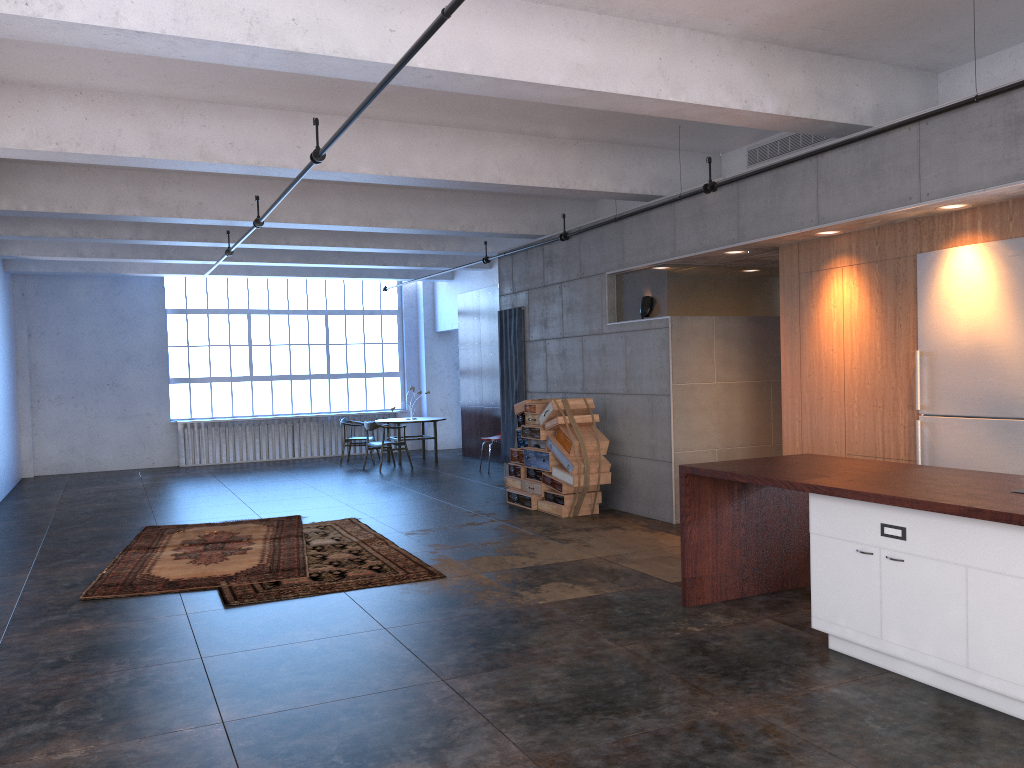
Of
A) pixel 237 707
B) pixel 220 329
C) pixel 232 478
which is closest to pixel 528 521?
pixel 237 707

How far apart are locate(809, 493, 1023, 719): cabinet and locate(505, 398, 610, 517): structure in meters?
4.6

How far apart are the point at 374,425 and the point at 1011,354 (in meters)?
10.70

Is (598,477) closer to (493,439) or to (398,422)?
(493,439)

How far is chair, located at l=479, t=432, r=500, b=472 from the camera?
14.2m

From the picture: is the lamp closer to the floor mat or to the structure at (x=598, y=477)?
the structure at (x=598, y=477)

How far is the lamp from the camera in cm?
945

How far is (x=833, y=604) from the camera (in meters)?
4.83

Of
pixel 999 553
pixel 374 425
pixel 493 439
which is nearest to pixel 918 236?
pixel 999 553

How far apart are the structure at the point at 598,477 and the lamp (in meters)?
1.19
